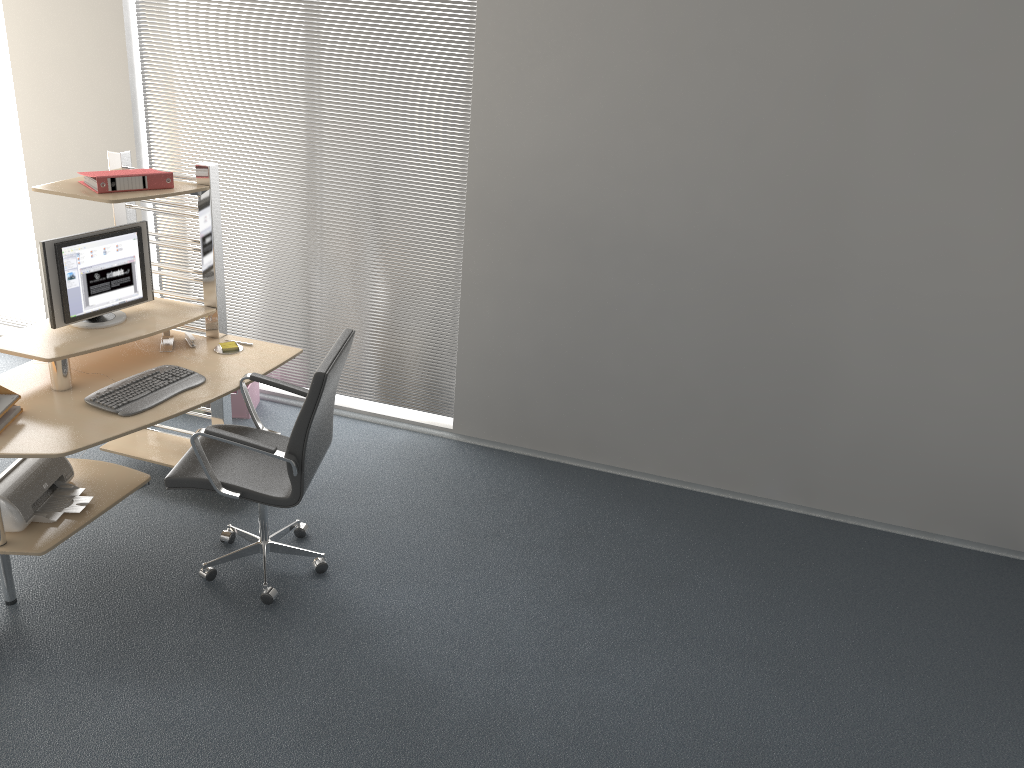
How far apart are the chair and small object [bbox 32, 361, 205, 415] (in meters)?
0.18

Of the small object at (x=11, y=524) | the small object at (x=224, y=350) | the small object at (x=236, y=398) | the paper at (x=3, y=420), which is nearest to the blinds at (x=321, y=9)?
the small object at (x=236, y=398)

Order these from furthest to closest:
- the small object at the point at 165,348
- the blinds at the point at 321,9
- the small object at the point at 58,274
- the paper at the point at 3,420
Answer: the blinds at the point at 321,9 < the small object at the point at 165,348 < the small object at the point at 58,274 < the paper at the point at 3,420

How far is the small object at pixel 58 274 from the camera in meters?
3.7

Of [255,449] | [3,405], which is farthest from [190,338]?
[255,449]

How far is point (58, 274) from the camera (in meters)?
3.68

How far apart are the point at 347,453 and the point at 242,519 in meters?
0.8 m

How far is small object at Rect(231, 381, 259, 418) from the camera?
5.1m

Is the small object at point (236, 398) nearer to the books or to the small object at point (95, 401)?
the small object at point (95, 401)

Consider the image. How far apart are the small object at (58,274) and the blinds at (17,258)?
2.04m
